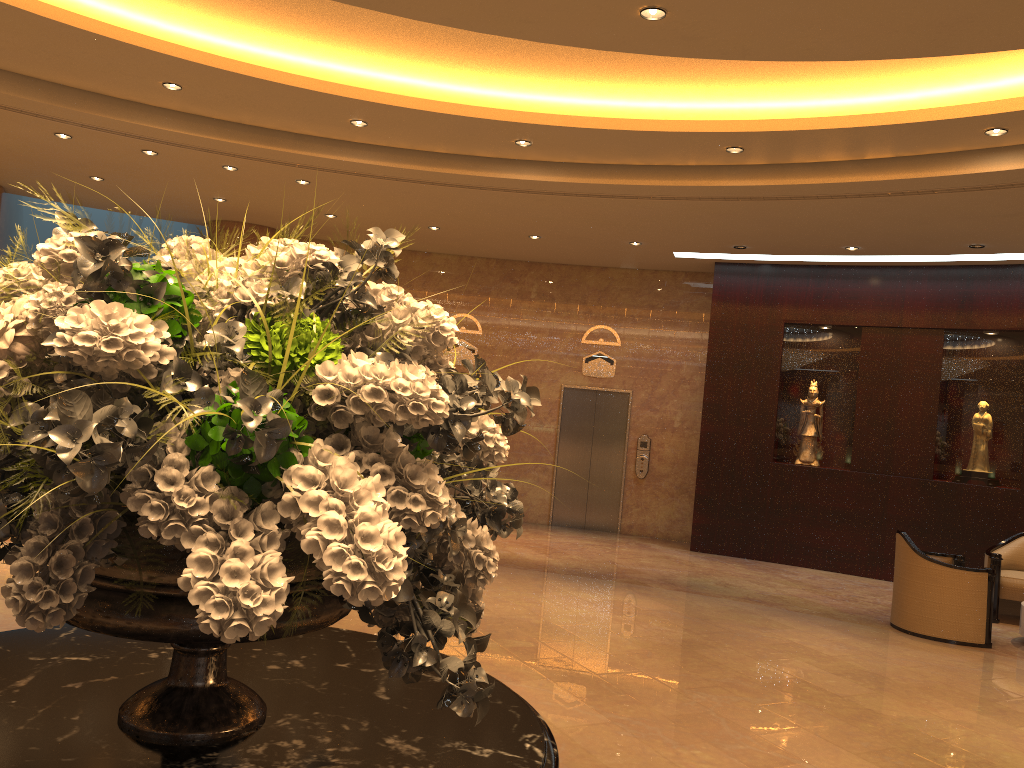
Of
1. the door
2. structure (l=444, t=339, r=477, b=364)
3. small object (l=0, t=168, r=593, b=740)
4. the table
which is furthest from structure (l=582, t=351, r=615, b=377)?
small object (l=0, t=168, r=593, b=740)

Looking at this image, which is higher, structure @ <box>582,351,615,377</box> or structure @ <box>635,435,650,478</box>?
structure @ <box>582,351,615,377</box>

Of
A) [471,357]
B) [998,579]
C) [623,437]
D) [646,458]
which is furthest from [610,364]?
[998,579]

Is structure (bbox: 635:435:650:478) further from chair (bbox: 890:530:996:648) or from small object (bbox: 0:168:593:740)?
small object (bbox: 0:168:593:740)

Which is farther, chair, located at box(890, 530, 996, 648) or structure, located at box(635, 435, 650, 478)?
structure, located at box(635, 435, 650, 478)

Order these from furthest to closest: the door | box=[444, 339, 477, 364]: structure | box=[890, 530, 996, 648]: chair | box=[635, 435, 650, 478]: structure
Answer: box=[444, 339, 477, 364]: structure → the door → box=[635, 435, 650, 478]: structure → box=[890, 530, 996, 648]: chair

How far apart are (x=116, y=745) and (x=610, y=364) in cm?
1203

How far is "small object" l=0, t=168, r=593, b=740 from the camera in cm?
121

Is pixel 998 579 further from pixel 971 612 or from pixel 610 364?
pixel 610 364

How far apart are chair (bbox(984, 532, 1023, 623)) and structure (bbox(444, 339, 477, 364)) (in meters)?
7.38
